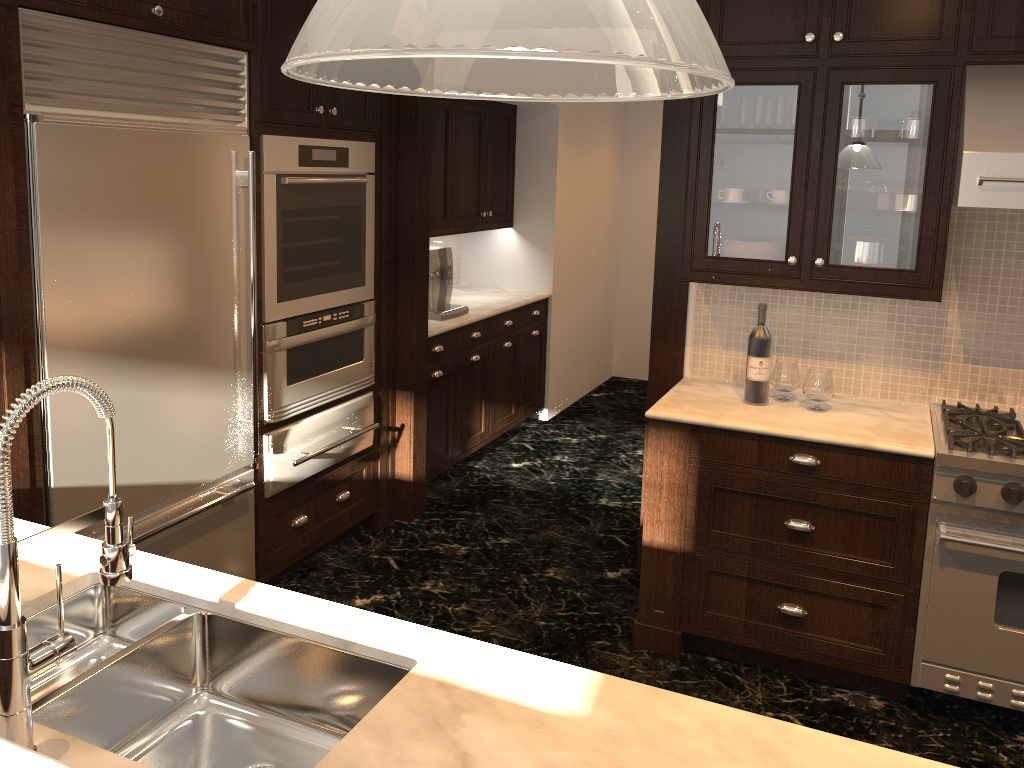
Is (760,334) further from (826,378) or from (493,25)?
(493,25)

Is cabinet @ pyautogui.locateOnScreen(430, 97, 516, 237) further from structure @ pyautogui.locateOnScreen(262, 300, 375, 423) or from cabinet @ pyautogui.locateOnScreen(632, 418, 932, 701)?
cabinet @ pyautogui.locateOnScreen(632, 418, 932, 701)

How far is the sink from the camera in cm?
159

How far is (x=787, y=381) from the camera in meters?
3.3

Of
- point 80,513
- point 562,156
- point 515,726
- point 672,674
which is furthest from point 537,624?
point 562,156

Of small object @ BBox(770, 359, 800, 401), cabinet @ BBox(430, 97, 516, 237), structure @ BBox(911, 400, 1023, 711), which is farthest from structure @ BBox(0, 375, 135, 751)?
cabinet @ BBox(430, 97, 516, 237)

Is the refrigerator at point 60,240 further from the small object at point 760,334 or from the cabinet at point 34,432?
the small object at point 760,334

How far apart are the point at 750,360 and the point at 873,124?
0.9m

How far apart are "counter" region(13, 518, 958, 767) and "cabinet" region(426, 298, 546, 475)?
2.7m

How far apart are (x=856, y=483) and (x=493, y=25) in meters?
2.8 m
